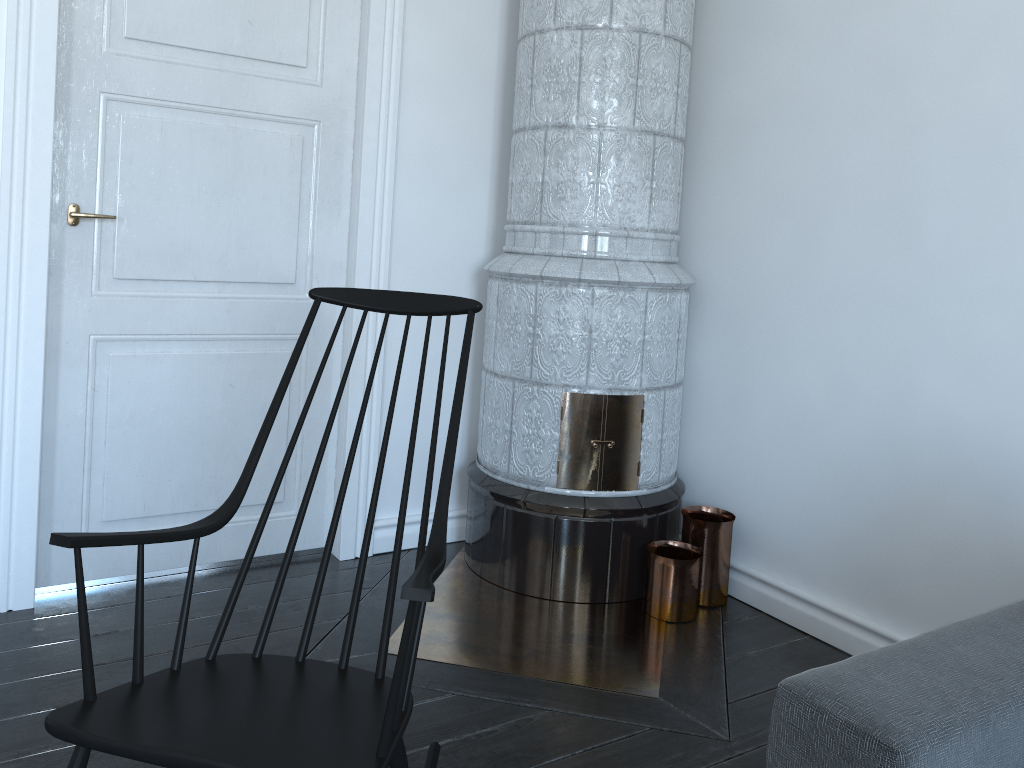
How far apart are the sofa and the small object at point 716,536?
1.1m

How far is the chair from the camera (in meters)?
1.29

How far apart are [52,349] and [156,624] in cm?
85

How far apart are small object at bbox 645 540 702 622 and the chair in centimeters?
111cm

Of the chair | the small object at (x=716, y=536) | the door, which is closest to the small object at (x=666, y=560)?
the small object at (x=716, y=536)

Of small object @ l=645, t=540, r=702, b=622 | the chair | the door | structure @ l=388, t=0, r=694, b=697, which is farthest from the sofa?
the door

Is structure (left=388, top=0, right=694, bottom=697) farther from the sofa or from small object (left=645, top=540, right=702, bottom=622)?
the sofa

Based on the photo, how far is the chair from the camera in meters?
1.3 m

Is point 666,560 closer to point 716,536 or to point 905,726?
point 716,536

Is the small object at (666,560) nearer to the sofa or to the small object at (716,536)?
the small object at (716,536)
